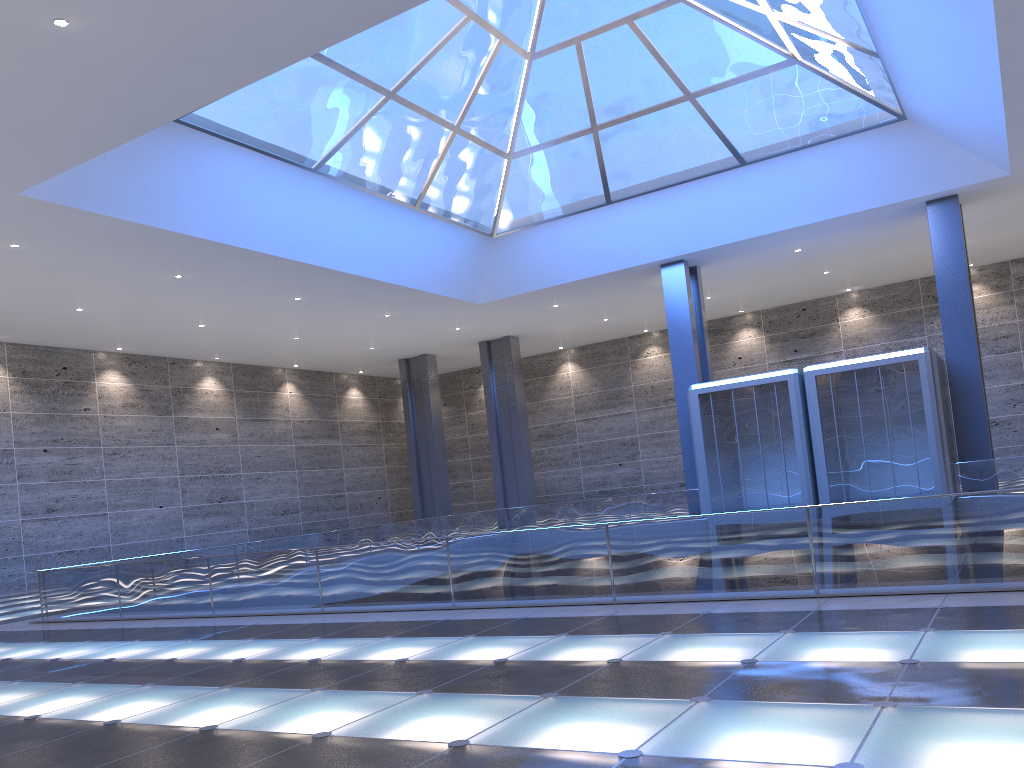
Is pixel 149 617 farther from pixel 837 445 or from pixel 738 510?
pixel 837 445

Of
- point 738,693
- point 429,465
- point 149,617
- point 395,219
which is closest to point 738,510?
point 395,219
